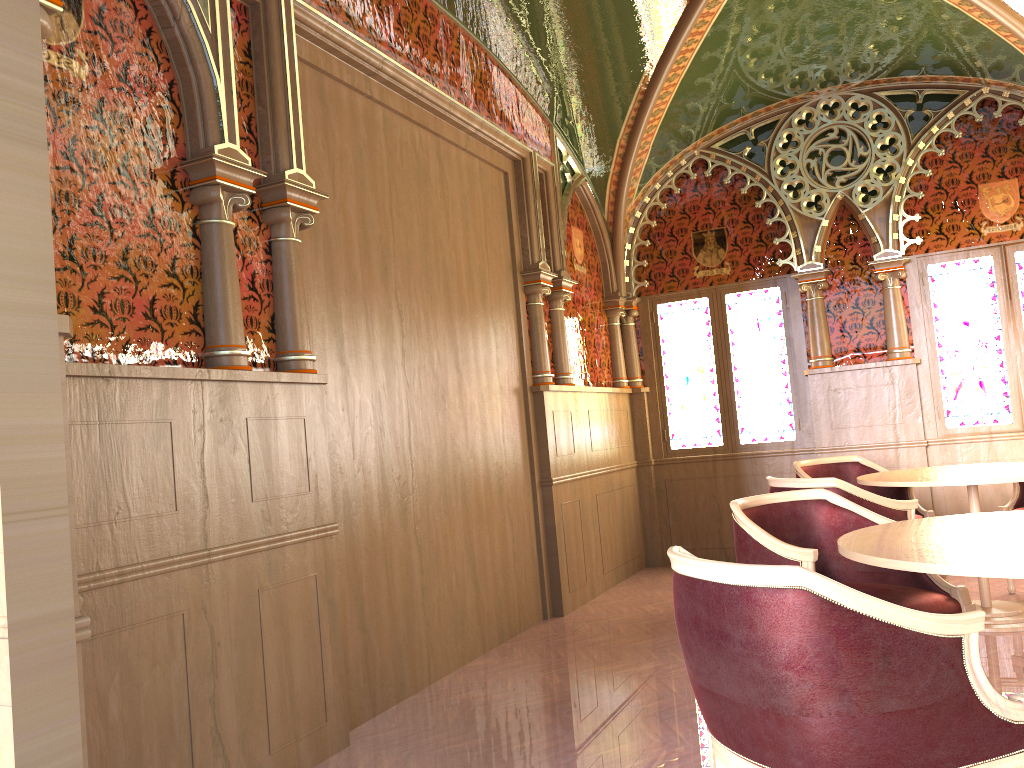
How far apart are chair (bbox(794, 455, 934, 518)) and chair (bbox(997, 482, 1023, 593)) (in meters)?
0.41

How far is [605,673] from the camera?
4.27m

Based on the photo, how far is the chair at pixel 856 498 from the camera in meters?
4.1 m

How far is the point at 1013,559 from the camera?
2.1m

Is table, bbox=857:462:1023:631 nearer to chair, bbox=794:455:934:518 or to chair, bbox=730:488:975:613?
chair, bbox=794:455:934:518

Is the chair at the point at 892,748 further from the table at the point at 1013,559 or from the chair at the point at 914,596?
the chair at the point at 914,596

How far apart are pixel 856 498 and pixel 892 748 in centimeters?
244cm

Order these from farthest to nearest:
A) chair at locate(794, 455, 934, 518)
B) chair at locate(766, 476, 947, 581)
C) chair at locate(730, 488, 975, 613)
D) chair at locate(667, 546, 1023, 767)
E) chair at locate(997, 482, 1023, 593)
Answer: chair at locate(794, 455, 934, 518) → chair at locate(997, 482, 1023, 593) → chair at locate(766, 476, 947, 581) → chair at locate(730, 488, 975, 613) → chair at locate(667, 546, 1023, 767)

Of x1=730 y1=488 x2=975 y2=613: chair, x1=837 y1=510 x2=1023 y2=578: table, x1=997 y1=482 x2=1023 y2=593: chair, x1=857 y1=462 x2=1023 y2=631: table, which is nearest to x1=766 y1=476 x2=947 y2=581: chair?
x1=857 y1=462 x2=1023 y2=631: table

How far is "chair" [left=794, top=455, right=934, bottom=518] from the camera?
5.6 meters
